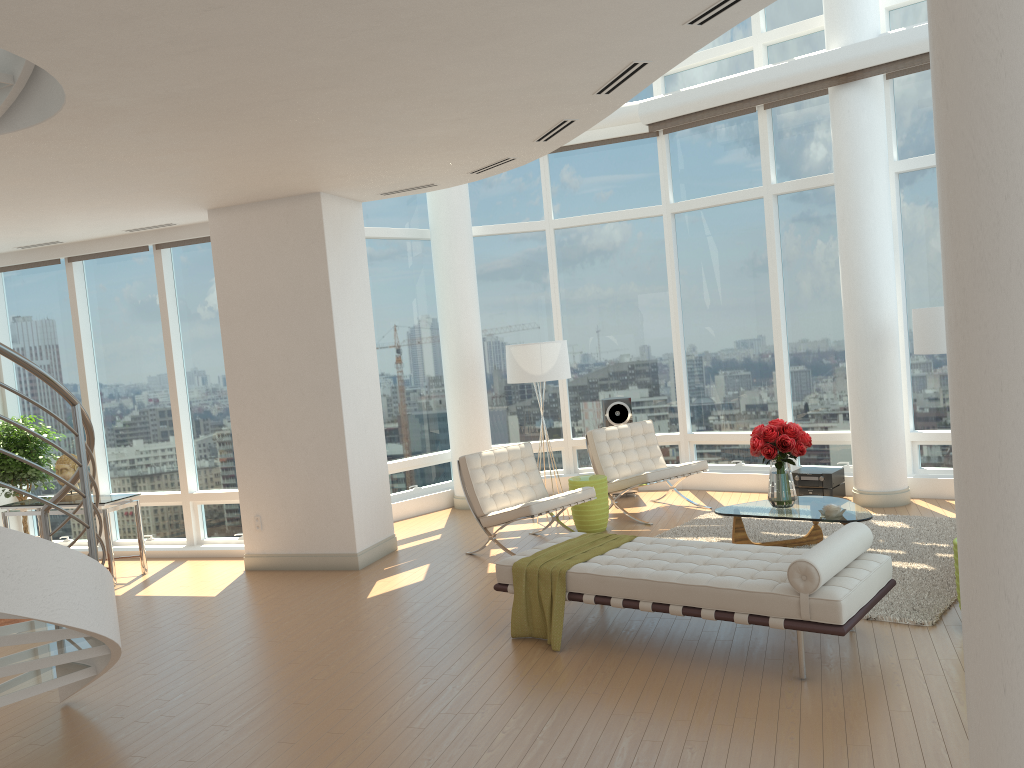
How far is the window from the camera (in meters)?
9.30

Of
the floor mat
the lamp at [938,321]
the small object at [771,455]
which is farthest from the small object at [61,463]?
the lamp at [938,321]

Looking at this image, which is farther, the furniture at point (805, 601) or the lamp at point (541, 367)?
the lamp at point (541, 367)

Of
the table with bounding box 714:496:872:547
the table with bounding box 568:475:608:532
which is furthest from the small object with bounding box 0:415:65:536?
the table with bounding box 714:496:872:547

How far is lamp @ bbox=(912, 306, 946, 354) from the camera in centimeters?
756cm

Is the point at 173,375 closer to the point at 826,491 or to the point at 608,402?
the point at 608,402

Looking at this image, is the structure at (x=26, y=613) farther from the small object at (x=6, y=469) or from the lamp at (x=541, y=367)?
the lamp at (x=541, y=367)

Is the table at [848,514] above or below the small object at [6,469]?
below

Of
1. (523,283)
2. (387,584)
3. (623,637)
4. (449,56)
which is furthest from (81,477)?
(523,283)

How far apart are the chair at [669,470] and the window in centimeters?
105cm
